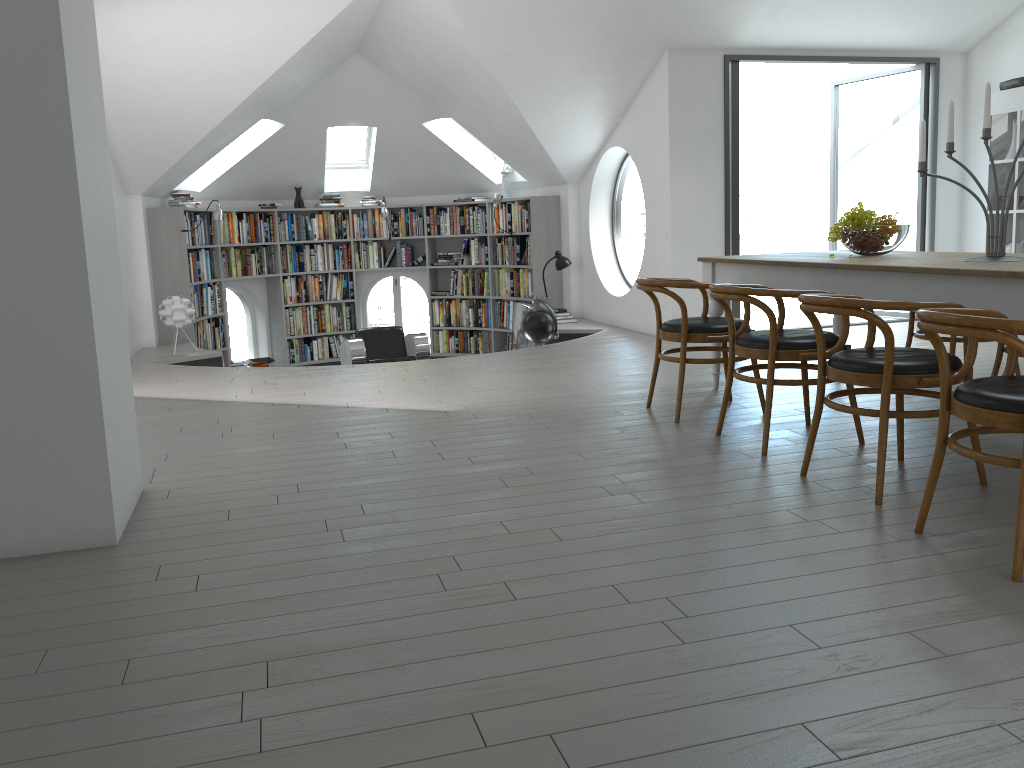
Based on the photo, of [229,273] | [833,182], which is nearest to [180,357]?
[229,273]

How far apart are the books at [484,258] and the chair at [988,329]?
8.3 meters

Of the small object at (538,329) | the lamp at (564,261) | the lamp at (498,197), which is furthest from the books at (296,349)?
the small object at (538,329)

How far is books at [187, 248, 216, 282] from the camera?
9.4 meters

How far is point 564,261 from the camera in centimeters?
940cm

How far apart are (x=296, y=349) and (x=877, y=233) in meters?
7.9

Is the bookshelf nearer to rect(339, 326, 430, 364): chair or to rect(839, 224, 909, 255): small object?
rect(339, 326, 430, 364): chair

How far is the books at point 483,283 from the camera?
10.88m

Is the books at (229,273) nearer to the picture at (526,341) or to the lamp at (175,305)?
the lamp at (175,305)

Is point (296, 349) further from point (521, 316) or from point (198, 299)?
point (521, 316)
